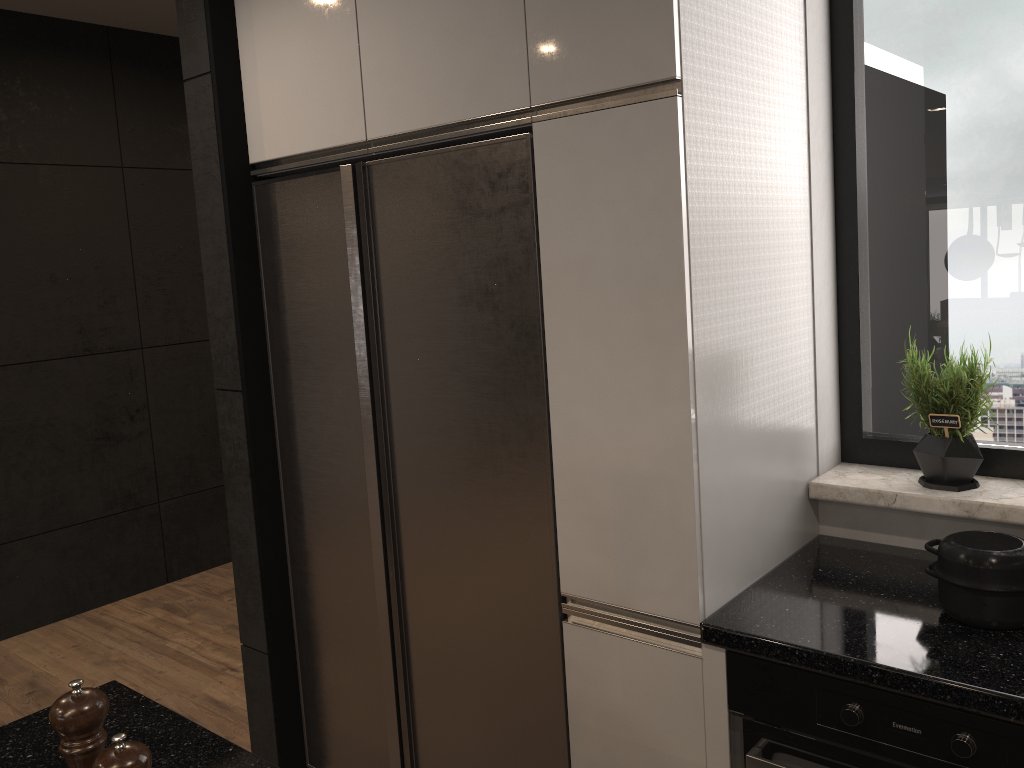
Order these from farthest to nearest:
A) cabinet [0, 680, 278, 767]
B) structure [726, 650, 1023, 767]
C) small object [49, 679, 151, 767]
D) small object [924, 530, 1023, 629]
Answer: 1. small object [924, 530, 1023, 629]
2. structure [726, 650, 1023, 767]
3. cabinet [0, 680, 278, 767]
4. small object [49, 679, 151, 767]

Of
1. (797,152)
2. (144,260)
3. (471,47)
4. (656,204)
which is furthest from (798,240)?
(144,260)

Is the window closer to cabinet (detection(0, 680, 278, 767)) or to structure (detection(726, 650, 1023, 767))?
structure (detection(726, 650, 1023, 767))

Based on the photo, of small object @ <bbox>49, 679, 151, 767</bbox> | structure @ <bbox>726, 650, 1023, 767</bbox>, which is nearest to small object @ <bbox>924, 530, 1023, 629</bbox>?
structure @ <bbox>726, 650, 1023, 767</bbox>

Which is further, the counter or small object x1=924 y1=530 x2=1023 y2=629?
small object x1=924 y1=530 x2=1023 y2=629

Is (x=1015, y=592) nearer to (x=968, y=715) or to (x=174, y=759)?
(x=968, y=715)

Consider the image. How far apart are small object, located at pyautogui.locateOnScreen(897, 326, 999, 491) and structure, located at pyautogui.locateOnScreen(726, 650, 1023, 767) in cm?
64

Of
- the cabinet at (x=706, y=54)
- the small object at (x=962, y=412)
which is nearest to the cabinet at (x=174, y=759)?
the cabinet at (x=706, y=54)

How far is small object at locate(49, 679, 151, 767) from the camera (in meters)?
0.92

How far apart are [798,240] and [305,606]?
1.70m
